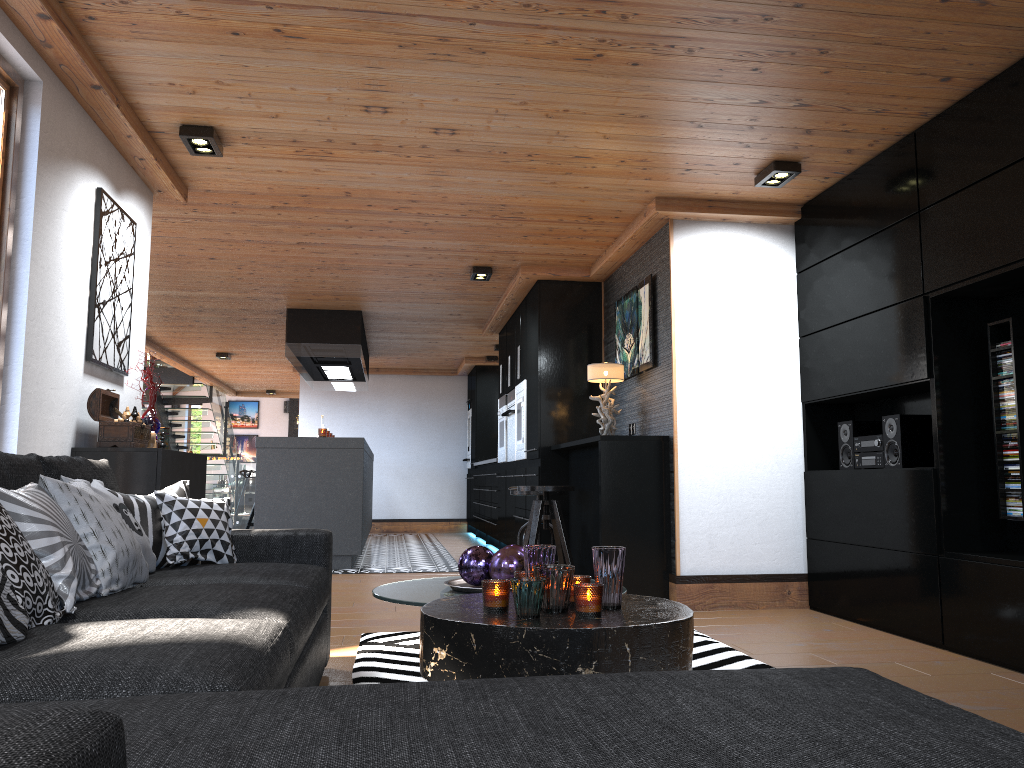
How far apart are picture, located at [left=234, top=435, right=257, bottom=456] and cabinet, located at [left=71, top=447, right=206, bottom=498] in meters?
22.2 m

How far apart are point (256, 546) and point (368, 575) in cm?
381

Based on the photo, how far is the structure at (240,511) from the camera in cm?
1271

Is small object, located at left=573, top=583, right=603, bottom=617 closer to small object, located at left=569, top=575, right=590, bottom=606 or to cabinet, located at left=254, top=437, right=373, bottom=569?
small object, located at left=569, top=575, right=590, bottom=606

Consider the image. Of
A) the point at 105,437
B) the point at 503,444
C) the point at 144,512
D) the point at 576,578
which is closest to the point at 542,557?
the point at 576,578

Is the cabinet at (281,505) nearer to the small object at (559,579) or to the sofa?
the sofa

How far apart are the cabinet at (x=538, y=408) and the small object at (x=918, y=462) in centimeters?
273cm

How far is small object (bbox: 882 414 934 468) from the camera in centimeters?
431cm

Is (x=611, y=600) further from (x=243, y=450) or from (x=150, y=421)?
(x=243, y=450)

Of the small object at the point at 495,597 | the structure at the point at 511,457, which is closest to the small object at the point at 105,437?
the small object at the point at 495,597
